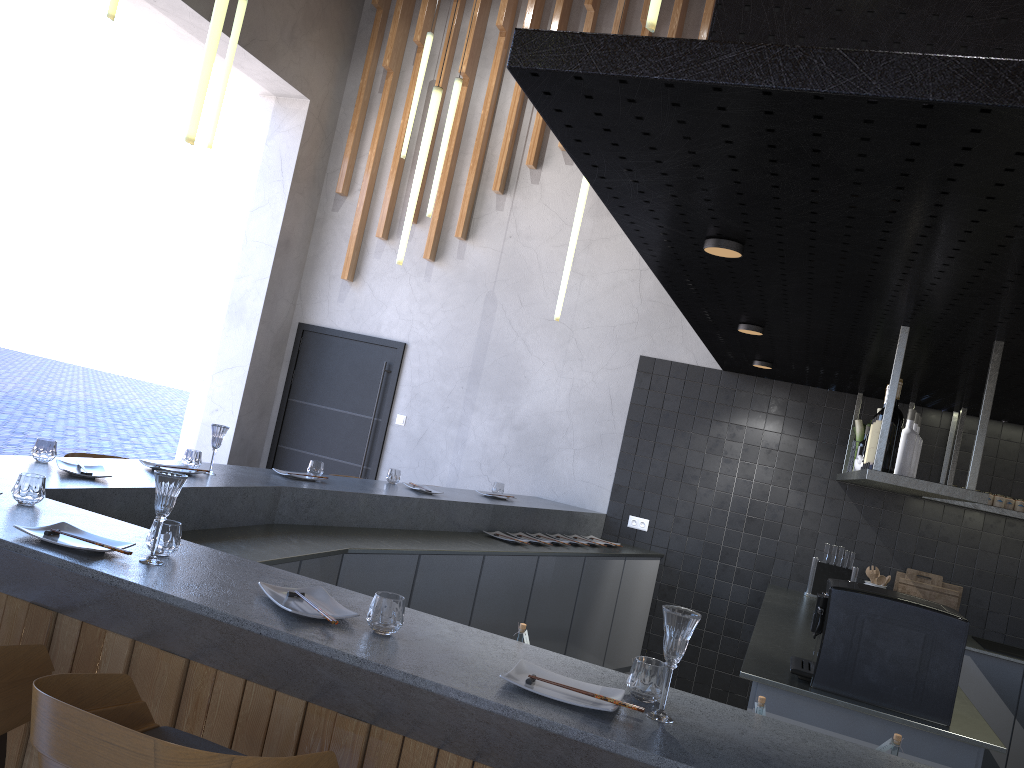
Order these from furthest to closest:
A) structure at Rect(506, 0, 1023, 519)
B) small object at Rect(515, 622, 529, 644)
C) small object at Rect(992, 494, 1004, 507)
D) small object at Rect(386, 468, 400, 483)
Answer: small object at Rect(992, 494, 1004, 507) → small object at Rect(386, 468, 400, 483) → small object at Rect(515, 622, 529, 644) → structure at Rect(506, 0, 1023, 519)

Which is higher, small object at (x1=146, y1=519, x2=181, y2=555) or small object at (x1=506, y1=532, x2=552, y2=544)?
small object at (x1=146, y1=519, x2=181, y2=555)

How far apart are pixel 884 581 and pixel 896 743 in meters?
4.1

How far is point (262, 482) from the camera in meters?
4.2

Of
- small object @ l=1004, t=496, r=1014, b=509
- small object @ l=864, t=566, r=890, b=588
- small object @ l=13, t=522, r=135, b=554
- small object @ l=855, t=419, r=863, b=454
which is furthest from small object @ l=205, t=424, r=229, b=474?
small object @ l=1004, t=496, r=1014, b=509

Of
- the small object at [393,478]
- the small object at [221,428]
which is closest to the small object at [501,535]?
the small object at [393,478]

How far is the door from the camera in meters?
7.2

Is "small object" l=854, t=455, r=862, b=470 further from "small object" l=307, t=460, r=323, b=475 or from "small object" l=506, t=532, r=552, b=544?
"small object" l=307, t=460, r=323, b=475

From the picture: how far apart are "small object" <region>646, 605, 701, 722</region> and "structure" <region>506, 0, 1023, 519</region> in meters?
1.0 m

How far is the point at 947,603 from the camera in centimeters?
571cm
